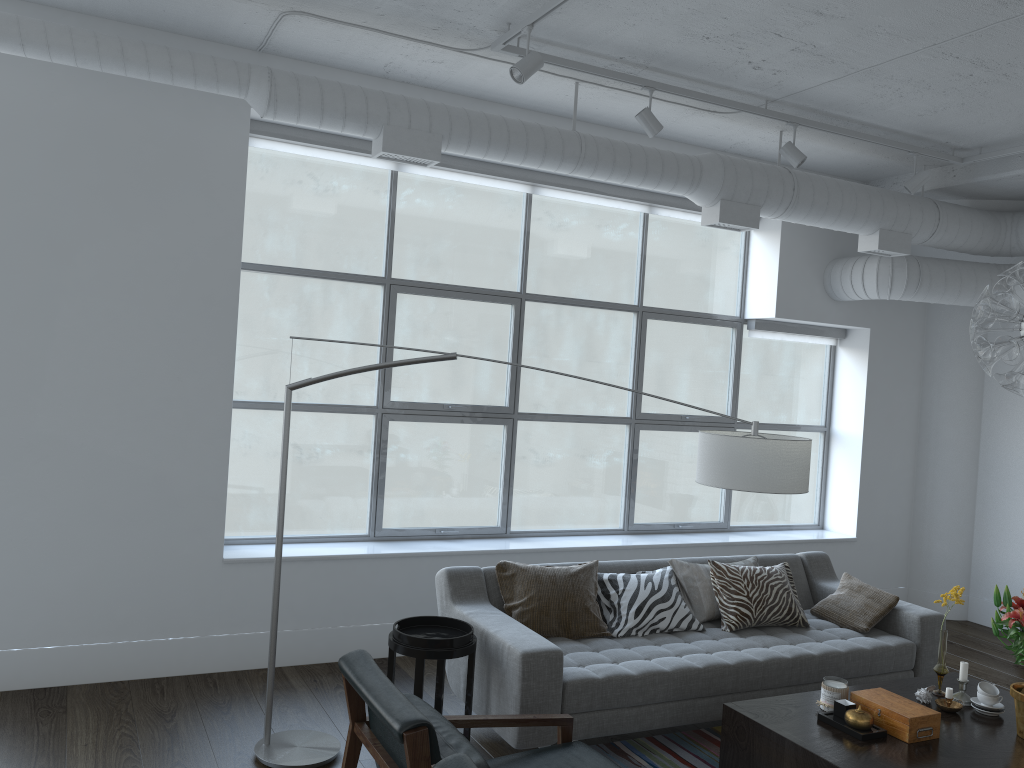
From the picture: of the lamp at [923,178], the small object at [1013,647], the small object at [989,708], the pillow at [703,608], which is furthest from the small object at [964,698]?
the lamp at [923,178]

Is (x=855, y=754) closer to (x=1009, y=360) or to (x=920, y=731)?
(x=920, y=731)

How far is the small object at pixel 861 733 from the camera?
3.21m

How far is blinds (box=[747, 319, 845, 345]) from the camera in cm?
646

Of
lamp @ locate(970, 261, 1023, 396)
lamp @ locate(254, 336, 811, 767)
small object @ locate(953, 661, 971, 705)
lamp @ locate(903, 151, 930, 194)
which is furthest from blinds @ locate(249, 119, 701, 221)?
small object @ locate(953, 661, 971, 705)

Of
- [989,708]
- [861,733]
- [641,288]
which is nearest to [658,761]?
[861,733]

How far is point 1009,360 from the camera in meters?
3.3 m

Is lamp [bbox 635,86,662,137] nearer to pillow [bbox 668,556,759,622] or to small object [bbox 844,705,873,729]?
pillow [bbox 668,556,759,622]

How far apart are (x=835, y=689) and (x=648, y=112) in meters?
2.8

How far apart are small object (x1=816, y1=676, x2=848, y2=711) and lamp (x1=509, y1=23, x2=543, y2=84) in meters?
2.8 m
